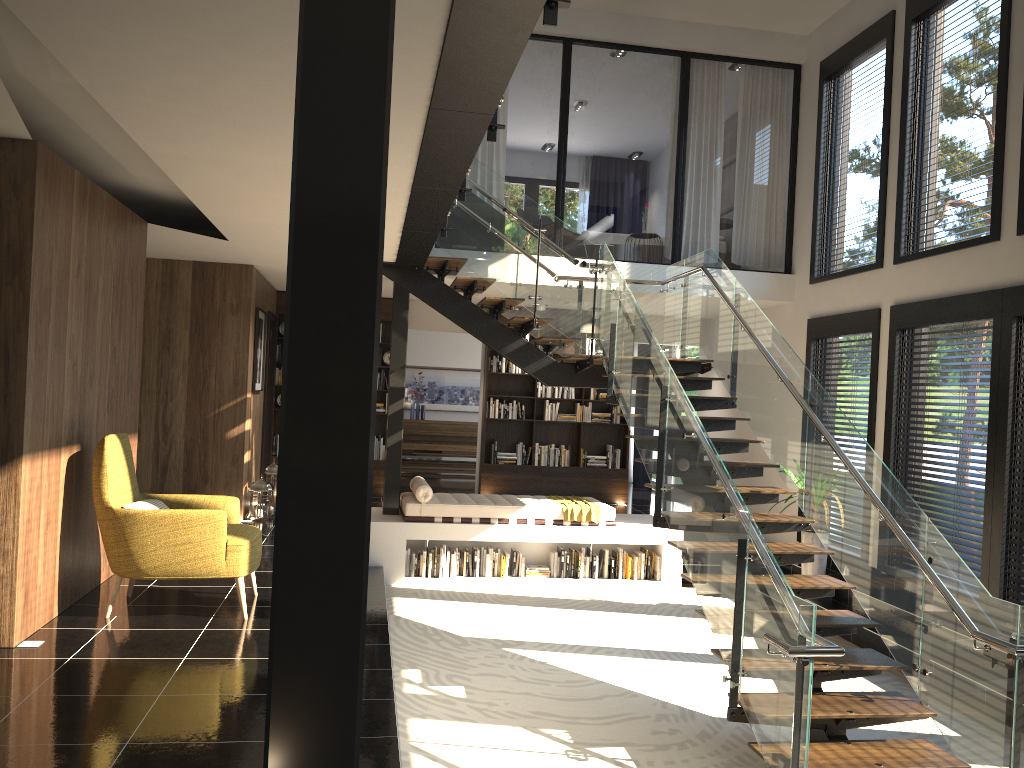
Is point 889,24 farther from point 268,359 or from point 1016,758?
point 268,359

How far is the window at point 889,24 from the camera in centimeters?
856cm

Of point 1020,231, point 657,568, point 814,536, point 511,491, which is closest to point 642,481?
point 511,491

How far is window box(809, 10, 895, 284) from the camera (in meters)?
8.56

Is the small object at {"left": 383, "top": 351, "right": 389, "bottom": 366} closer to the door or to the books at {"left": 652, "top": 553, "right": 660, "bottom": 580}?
the door

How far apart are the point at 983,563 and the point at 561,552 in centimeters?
409cm

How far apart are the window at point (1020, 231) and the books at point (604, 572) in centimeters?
514cm

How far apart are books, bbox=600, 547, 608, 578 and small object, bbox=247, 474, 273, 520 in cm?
366

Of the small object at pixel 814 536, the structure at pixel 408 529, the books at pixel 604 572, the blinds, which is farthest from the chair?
the blinds

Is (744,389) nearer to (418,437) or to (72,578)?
(72,578)
